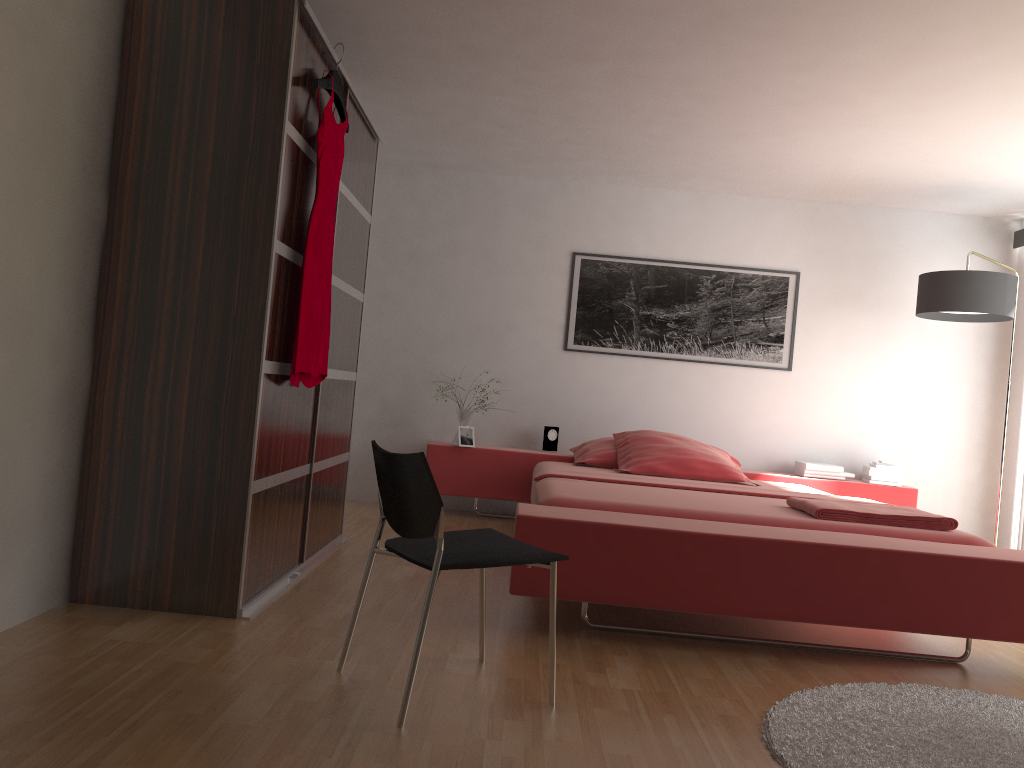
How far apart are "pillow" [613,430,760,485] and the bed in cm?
6

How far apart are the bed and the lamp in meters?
1.1

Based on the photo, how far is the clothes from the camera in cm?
305

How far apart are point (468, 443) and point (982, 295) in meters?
3.1 m

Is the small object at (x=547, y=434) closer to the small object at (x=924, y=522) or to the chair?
the small object at (x=924, y=522)

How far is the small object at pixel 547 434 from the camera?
5.7 meters

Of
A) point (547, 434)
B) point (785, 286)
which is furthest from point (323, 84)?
point (785, 286)

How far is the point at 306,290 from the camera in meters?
3.0

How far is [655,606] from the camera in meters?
2.9 m

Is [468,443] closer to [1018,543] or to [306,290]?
[306,290]
